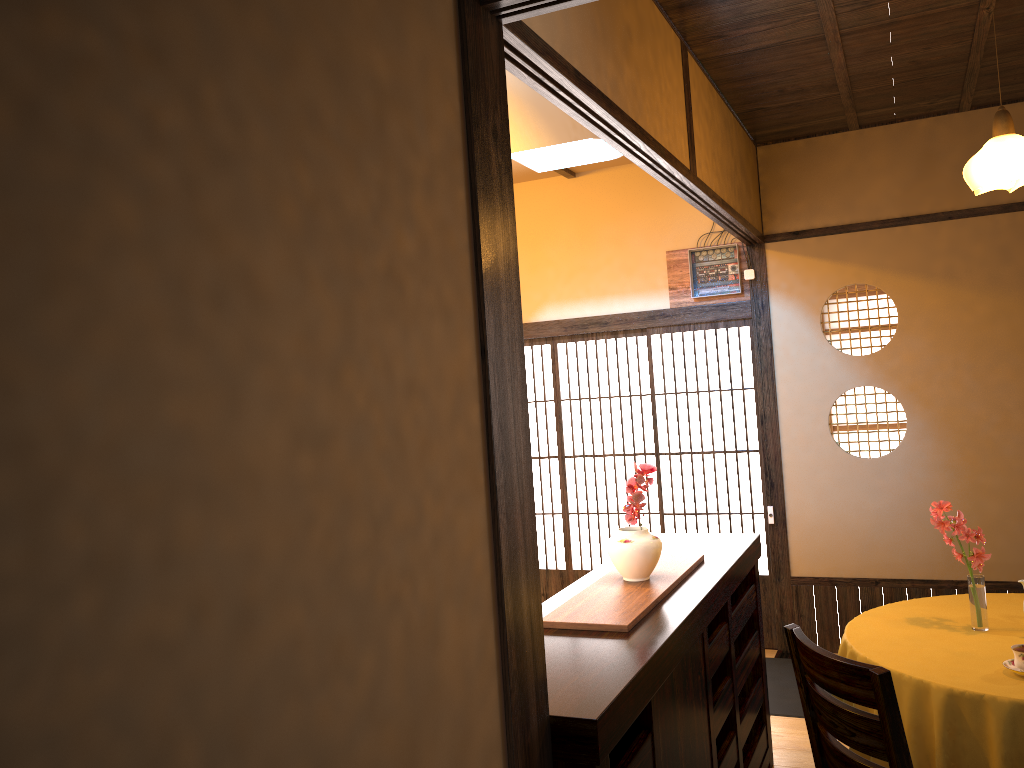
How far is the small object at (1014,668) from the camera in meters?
2.7

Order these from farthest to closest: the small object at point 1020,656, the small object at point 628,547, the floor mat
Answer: the floor mat, the small object at point 628,547, the small object at point 1020,656

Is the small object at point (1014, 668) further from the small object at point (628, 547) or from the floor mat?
the floor mat

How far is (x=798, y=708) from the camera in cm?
439

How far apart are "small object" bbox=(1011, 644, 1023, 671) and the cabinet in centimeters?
88cm

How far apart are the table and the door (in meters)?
1.78

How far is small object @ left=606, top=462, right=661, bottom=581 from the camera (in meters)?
2.94

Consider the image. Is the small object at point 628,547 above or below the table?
above

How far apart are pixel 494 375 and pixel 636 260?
4.1m

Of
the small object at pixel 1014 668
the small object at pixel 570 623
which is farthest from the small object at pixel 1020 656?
the small object at pixel 570 623
